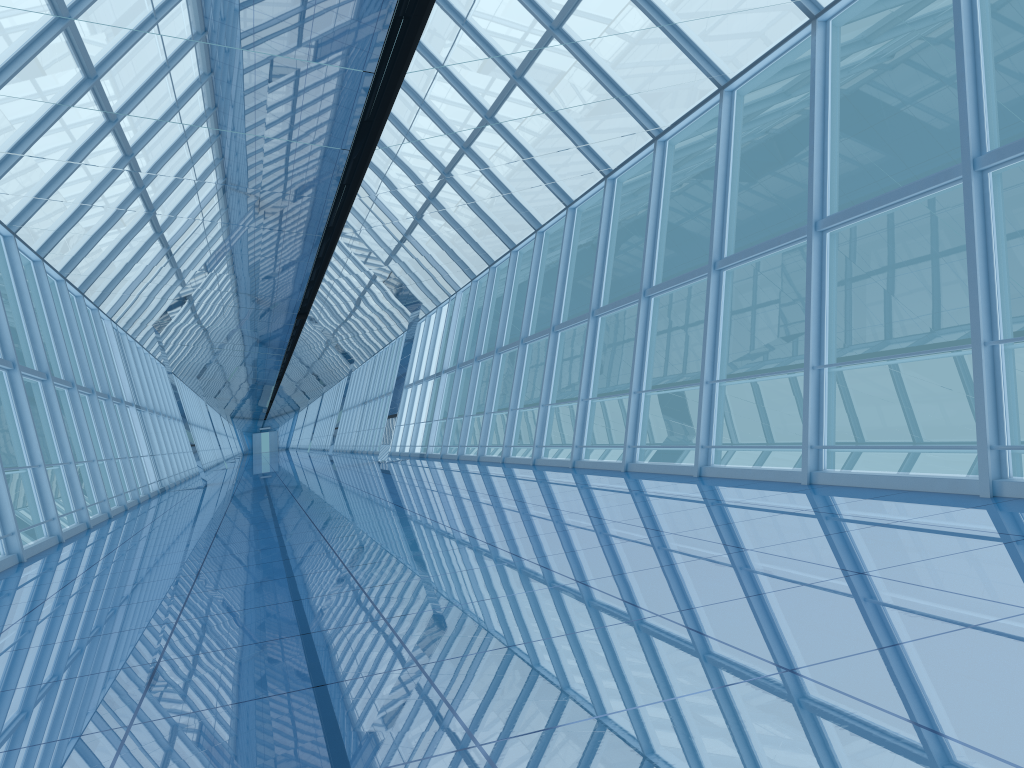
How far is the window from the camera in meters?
8.0

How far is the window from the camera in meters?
8.0

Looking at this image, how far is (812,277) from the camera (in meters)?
7.99

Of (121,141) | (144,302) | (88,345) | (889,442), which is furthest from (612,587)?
(889,442)
